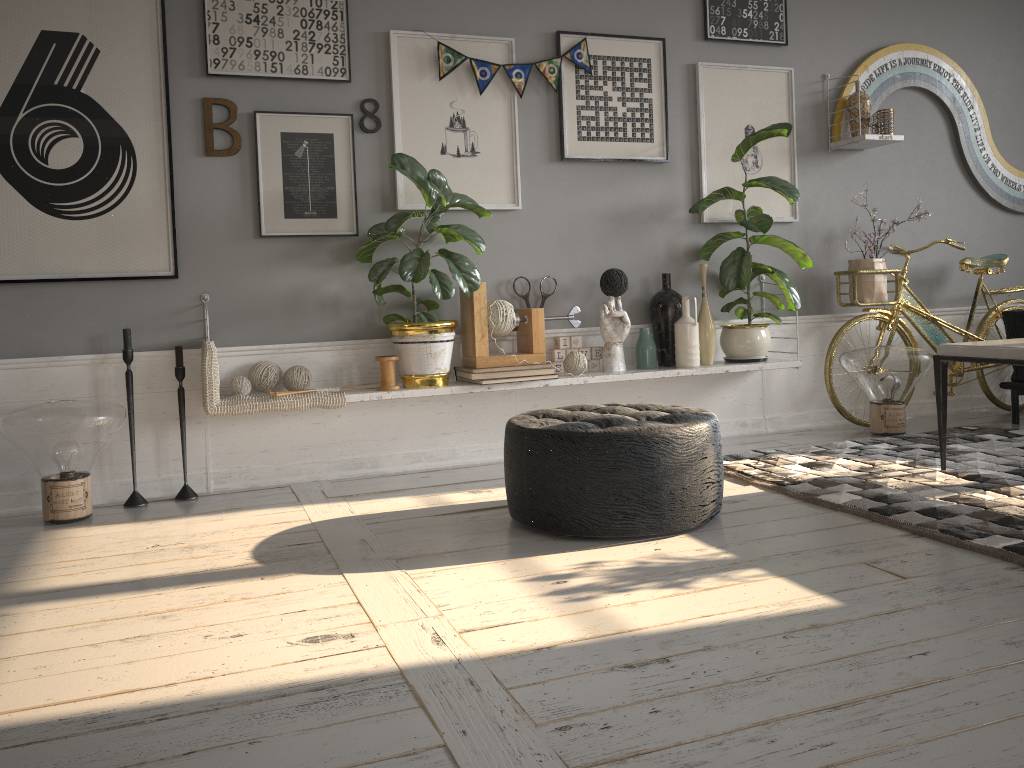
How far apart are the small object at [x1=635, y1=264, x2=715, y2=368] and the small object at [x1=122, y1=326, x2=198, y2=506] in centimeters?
202cm

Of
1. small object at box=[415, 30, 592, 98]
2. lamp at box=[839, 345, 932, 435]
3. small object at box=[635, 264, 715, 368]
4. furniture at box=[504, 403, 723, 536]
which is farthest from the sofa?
small object at box=[415, 30, 592, 98]

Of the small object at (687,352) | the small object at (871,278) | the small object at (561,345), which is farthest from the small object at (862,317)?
the small object at (561,345)

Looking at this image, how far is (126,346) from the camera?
3.4m

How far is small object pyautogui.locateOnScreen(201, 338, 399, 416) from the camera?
3.4m

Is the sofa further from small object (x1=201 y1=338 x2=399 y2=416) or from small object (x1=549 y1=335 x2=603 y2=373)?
small object (x1=201 y1=338 x2=399 y2=416)

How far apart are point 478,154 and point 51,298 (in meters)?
1.87

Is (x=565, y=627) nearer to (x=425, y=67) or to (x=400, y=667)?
(x=400, y=667)

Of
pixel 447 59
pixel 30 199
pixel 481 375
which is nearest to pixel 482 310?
pixel 481 375

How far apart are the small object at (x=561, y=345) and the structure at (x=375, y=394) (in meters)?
0.15
